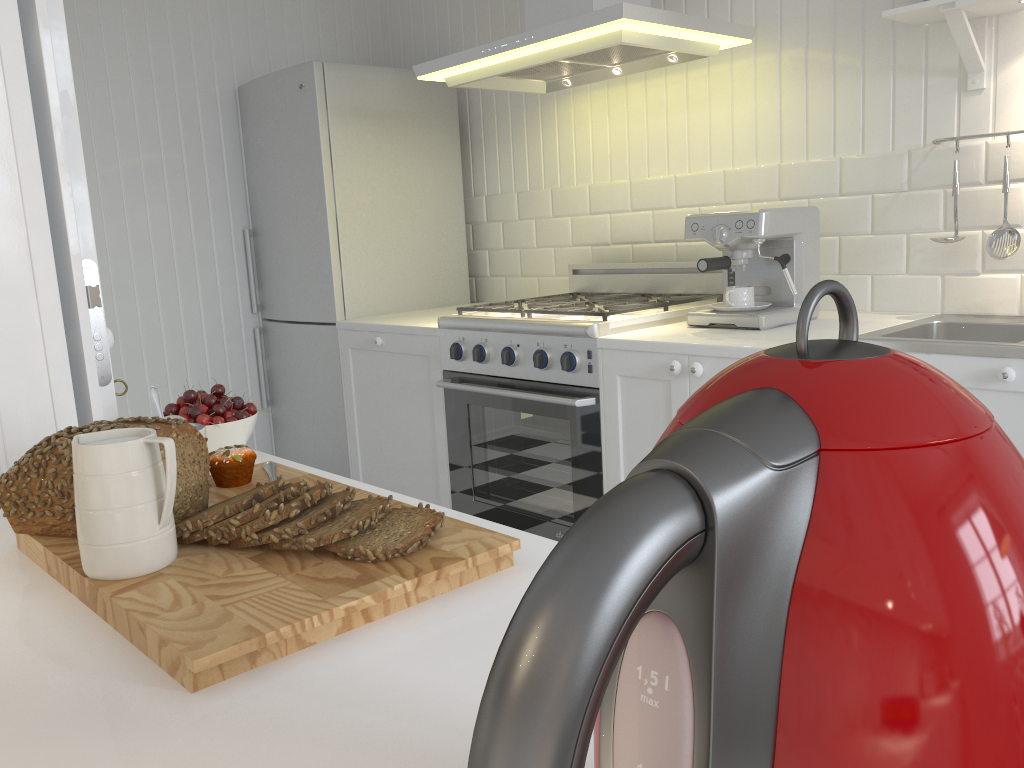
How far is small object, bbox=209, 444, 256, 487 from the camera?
1.01m

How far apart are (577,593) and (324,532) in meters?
0.6

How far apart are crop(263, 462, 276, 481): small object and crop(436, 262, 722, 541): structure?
1.45m

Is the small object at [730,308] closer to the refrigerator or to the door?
the refrigerator

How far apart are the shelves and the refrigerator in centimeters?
189cm

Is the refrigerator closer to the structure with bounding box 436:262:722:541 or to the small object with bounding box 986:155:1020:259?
the structure with bounding box 436:262:722:541

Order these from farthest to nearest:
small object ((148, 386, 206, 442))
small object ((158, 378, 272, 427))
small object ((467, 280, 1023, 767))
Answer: small object ((158, 378, 272, 427)) → small object ((148, 386, 206, 442)) → small object ((467, 280, 1023, 767))

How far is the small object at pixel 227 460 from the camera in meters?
1.0

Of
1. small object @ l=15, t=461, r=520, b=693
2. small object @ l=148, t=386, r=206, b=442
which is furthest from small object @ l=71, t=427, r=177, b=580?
small object @ l=148, t=386, r=206, b=442

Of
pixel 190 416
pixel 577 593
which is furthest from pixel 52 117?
pixel 577 593
